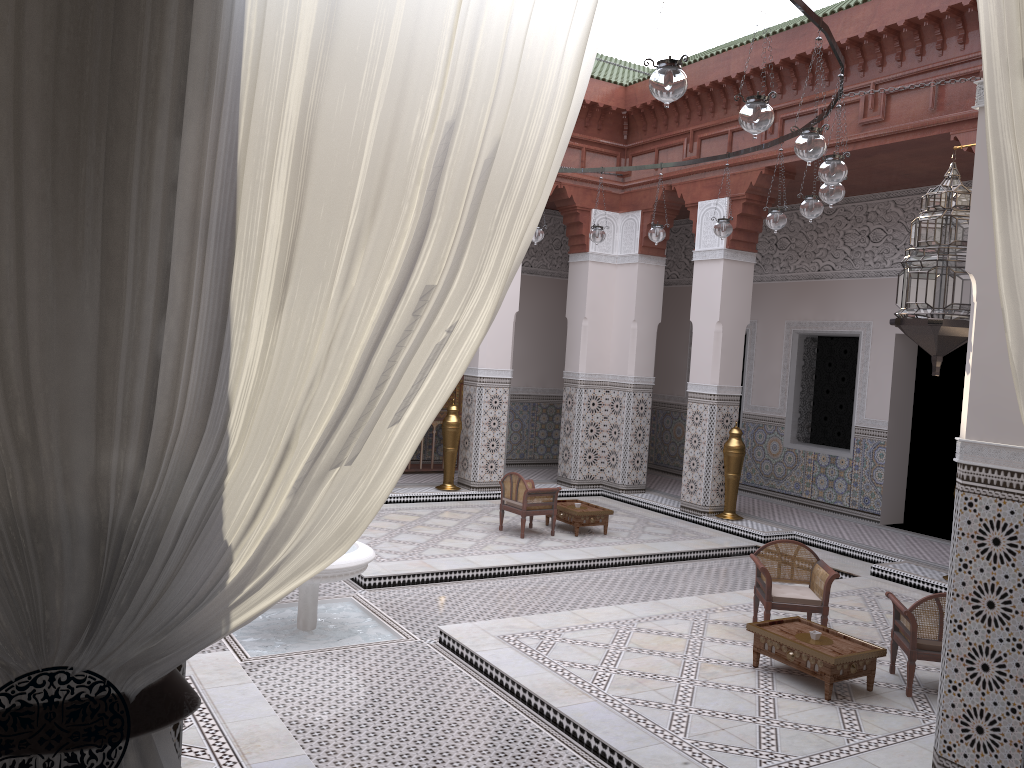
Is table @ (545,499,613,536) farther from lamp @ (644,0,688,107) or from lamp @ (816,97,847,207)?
lamp @ (644,0,688,107)

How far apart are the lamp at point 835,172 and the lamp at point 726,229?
1.2 meters

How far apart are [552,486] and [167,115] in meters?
5.1

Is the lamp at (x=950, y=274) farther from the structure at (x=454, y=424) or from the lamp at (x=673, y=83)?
the structure at (x=454, y=424)

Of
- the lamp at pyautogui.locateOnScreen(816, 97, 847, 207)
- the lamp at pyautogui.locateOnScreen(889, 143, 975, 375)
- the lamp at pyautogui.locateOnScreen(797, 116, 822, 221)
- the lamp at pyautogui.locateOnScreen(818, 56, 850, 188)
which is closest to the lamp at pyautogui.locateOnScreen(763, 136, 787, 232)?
the lamp at pyautogui.locateOnScreen(797, 116, 822, 221)

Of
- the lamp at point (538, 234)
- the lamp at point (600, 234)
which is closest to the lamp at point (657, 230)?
the lamp at point (600, 234)

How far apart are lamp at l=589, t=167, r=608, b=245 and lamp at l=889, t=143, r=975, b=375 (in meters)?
2.18

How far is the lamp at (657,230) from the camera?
4.0 meters

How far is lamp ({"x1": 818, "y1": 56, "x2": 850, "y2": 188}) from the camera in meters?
2.5 m

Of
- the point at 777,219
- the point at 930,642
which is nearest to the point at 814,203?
the point at 777,219
